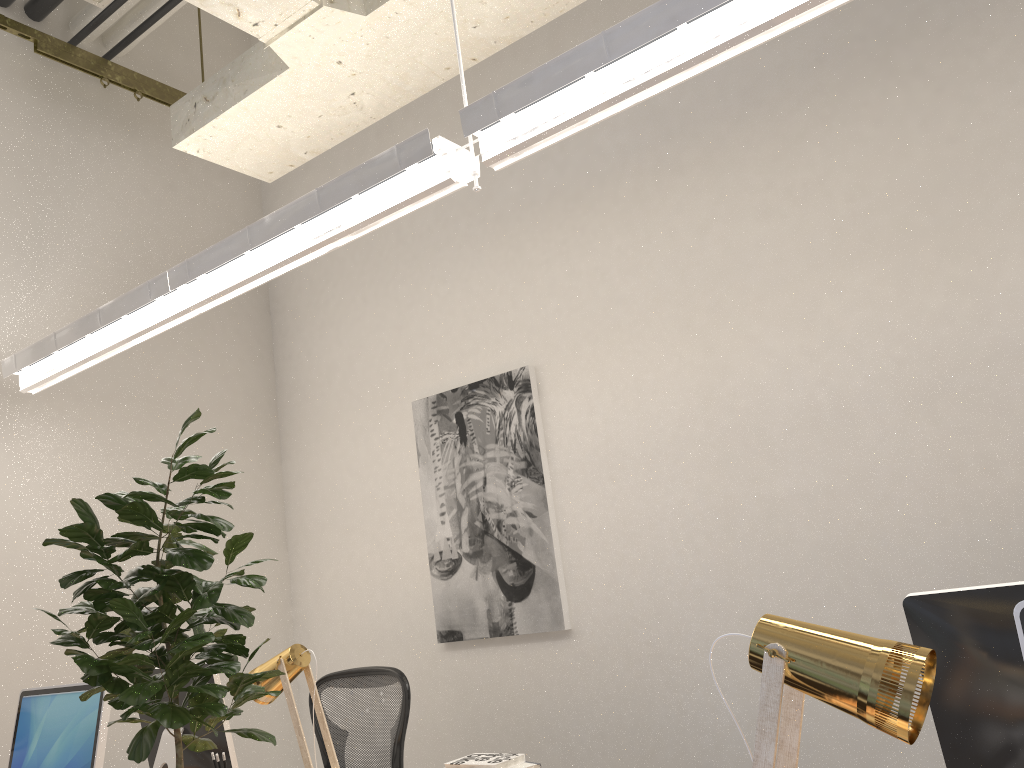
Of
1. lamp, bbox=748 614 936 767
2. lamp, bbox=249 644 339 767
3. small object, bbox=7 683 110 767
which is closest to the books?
lamp, bbox=249 644 339 767

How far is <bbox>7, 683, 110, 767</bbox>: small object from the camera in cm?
236

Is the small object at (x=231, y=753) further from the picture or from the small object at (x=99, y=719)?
Result: the picture

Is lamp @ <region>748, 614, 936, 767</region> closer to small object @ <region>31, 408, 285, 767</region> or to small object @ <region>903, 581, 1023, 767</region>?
small object @ <region>903, 581, 1023, 767</region>

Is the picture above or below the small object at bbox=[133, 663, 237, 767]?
above

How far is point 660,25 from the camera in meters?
1.9

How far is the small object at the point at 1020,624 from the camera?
1.2m

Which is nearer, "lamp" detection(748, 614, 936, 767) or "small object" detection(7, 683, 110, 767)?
"lamp" detection(748, 614, 936, 767)

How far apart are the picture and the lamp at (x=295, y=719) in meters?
1.3

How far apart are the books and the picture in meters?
1.2
